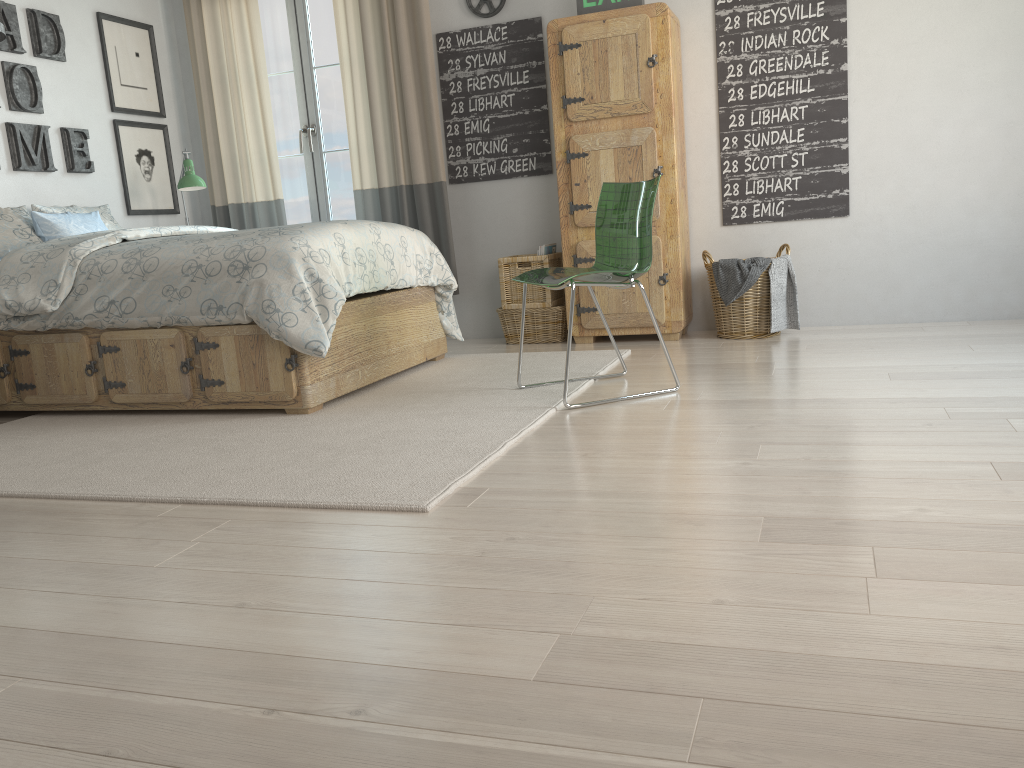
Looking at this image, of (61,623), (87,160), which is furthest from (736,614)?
(87,160)

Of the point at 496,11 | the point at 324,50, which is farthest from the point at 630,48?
the point at 324,50

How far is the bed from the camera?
3.2m

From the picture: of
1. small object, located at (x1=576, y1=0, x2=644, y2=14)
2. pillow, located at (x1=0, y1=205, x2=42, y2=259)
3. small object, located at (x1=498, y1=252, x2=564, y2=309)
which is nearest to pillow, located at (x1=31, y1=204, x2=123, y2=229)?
pillow, located at (x1=0, y1=205, x2=42, y2=259)

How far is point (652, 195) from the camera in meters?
3.0 m

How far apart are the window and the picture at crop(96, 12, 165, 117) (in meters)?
0.64

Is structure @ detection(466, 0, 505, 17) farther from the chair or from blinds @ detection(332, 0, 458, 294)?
the chair

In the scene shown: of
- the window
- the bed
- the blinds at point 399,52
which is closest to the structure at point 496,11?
the blinds at point 399,52

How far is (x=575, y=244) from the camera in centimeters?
442cm

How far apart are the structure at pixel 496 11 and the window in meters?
0.9
